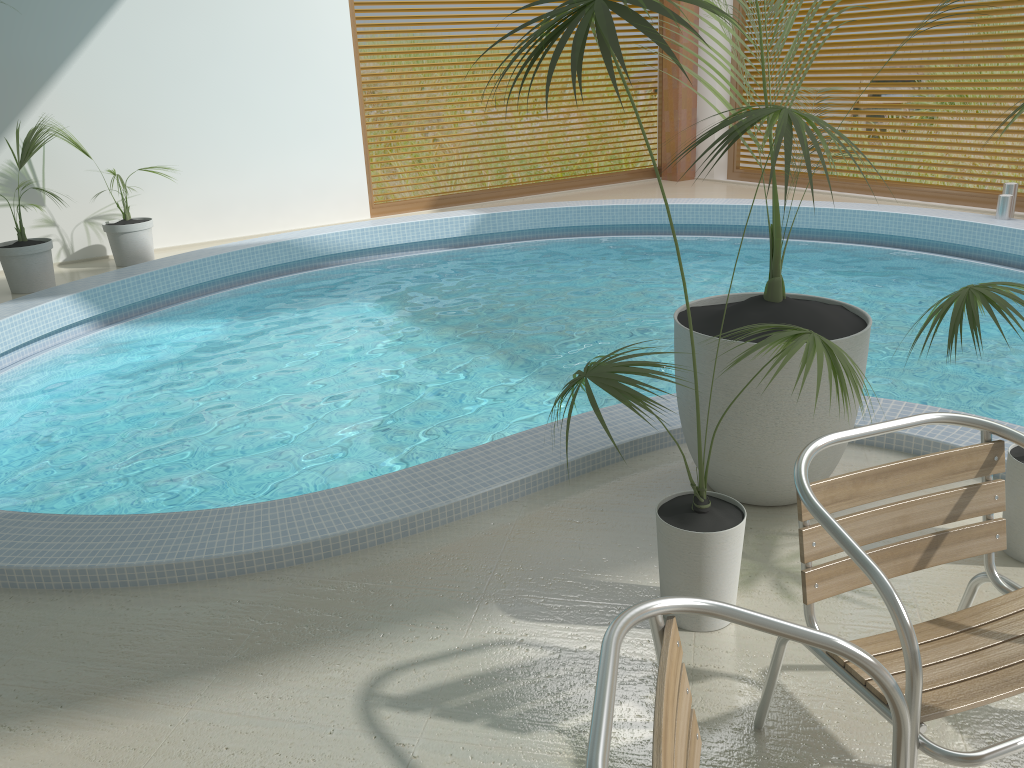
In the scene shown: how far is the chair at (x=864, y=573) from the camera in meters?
1.6

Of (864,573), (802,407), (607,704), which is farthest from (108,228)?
(607,704)

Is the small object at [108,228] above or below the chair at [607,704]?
below

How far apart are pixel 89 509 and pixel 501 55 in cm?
783

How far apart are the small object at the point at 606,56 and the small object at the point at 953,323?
0.5 meters

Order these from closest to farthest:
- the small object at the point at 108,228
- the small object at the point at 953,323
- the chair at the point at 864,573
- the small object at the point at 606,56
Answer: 1. the chair at the point at 864,573
2. the small object at the point at 606,56
3. the small object at the point at 953,323
4. the small object at the point at 108,228

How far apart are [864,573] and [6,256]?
7.0m

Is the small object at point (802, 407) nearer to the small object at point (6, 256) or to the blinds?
the small object at point (6, 256)

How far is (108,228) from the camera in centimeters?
753cm

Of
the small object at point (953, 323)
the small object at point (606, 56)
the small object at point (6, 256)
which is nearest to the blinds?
the small object at point (953, 323)
